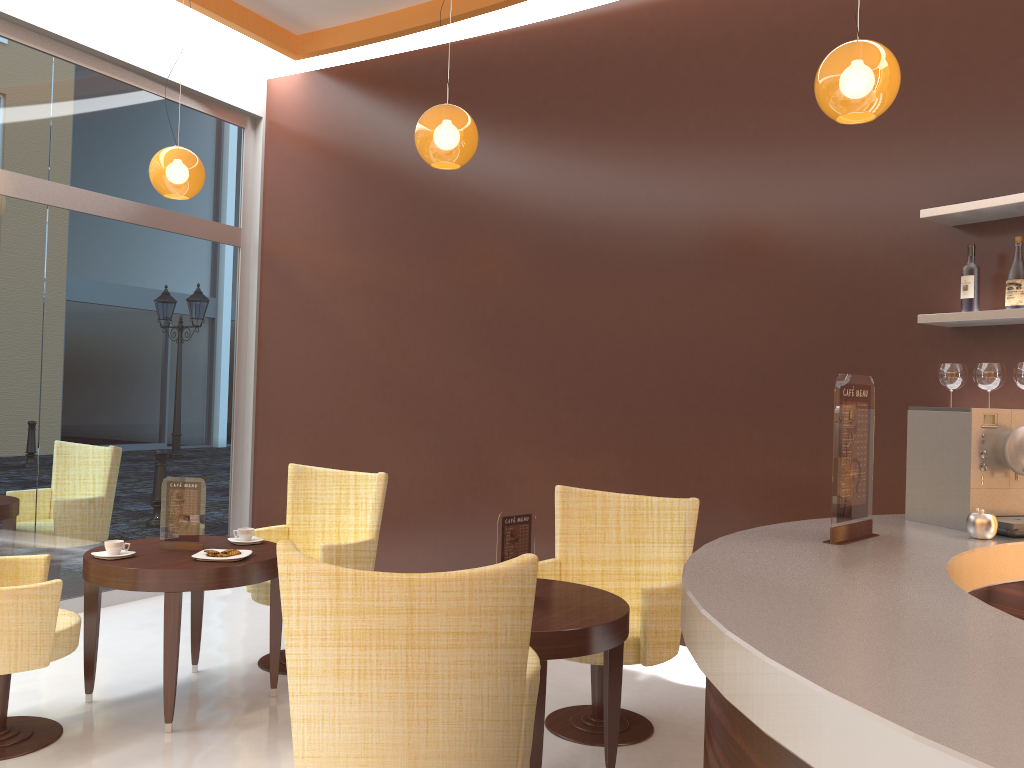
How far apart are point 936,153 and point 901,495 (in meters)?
1.55

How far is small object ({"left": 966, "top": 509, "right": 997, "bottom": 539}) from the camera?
2.27m

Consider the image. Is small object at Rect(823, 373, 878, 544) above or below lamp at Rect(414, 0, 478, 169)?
below

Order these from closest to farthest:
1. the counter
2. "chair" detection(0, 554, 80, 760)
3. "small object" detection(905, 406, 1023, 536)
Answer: the counter < "small object" detection(905, 406, 1023, 536) < "chair" detection(0, 554, 80, 760)

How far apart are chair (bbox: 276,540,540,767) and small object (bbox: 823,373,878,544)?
0.7m

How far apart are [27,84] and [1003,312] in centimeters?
527cm

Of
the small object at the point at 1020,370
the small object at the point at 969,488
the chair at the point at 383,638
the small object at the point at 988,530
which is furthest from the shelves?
the chair at the point at 383,638

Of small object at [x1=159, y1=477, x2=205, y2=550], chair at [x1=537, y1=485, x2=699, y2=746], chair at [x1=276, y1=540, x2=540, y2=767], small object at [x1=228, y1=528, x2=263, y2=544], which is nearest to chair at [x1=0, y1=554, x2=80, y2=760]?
small object at [x1=159, y1=477, x2=205, y2=550]

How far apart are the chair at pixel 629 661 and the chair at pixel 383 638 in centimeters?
106cm

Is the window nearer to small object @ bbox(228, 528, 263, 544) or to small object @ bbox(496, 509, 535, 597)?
small object @ bbox(228, 528, 263, 544)
